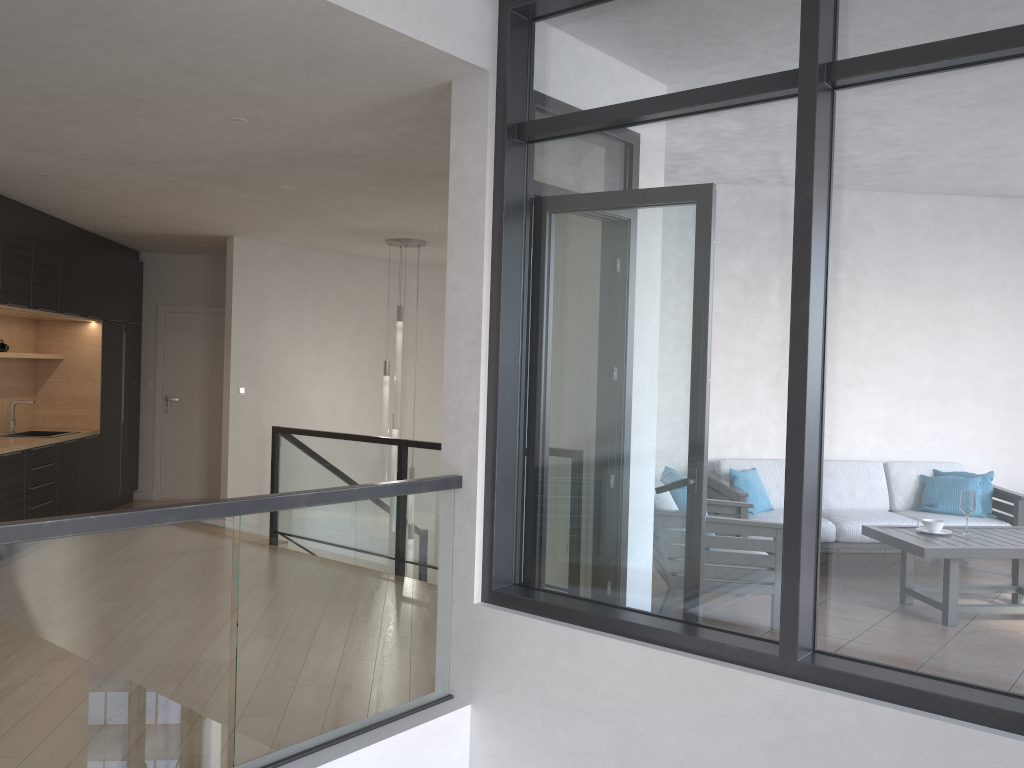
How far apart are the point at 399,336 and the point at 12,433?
3.44m

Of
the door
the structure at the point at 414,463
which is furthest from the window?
the door

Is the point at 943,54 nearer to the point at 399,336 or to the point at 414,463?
the point at 414,463

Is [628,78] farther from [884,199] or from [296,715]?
[296,715]

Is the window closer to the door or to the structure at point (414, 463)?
the structure at point (414, 463)

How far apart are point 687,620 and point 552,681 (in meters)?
0.56

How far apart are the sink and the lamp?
3.0m

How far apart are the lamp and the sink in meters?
3.0 m

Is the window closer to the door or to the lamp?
the lamp

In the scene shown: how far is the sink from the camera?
7.7m
